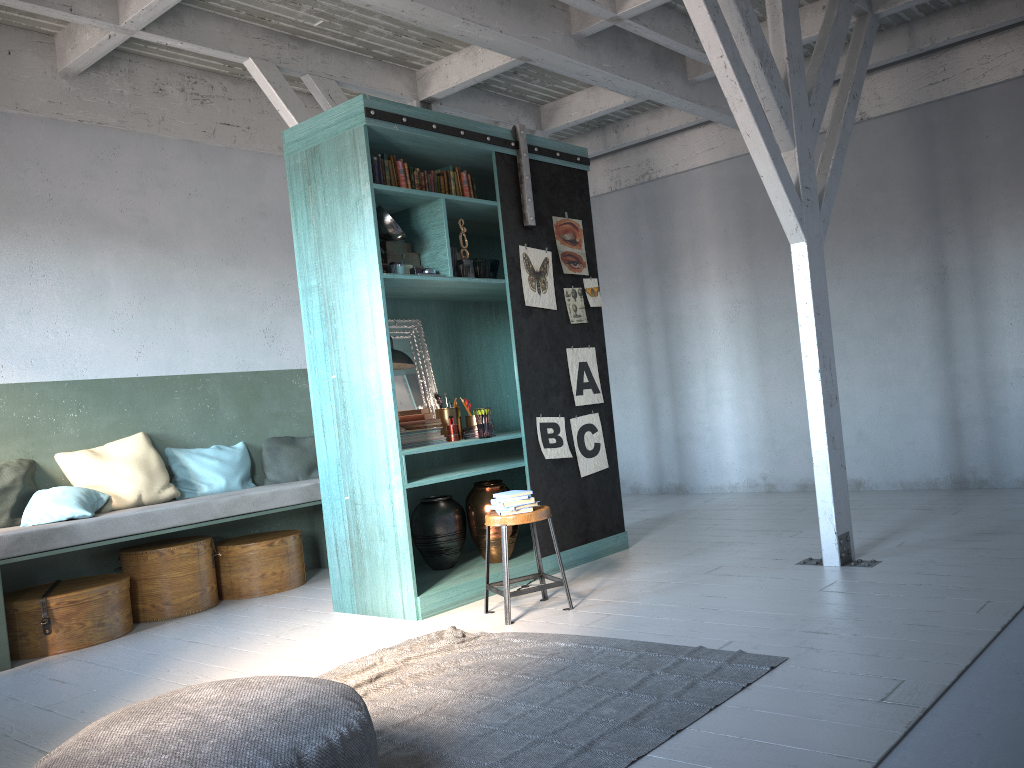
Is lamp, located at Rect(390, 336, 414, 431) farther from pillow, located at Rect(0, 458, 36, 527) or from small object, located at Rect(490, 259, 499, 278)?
pillow, located at Rect(0, 458, 36, 527)

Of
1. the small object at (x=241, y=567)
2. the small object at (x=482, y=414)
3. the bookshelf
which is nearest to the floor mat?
the bookshelf

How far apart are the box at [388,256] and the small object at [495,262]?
0.6m

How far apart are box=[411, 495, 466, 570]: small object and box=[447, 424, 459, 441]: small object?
0.5 meters

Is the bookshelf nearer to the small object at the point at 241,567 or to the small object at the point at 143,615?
the small object at the point at 241,567

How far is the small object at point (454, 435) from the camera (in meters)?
6.44

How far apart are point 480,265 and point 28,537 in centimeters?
364cm

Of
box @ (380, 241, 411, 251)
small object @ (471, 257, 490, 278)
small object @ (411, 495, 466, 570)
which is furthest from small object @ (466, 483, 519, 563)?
box @ (380, 241, 411, 251)

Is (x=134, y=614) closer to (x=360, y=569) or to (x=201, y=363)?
(x=360, y=569)

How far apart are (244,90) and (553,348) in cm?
402
